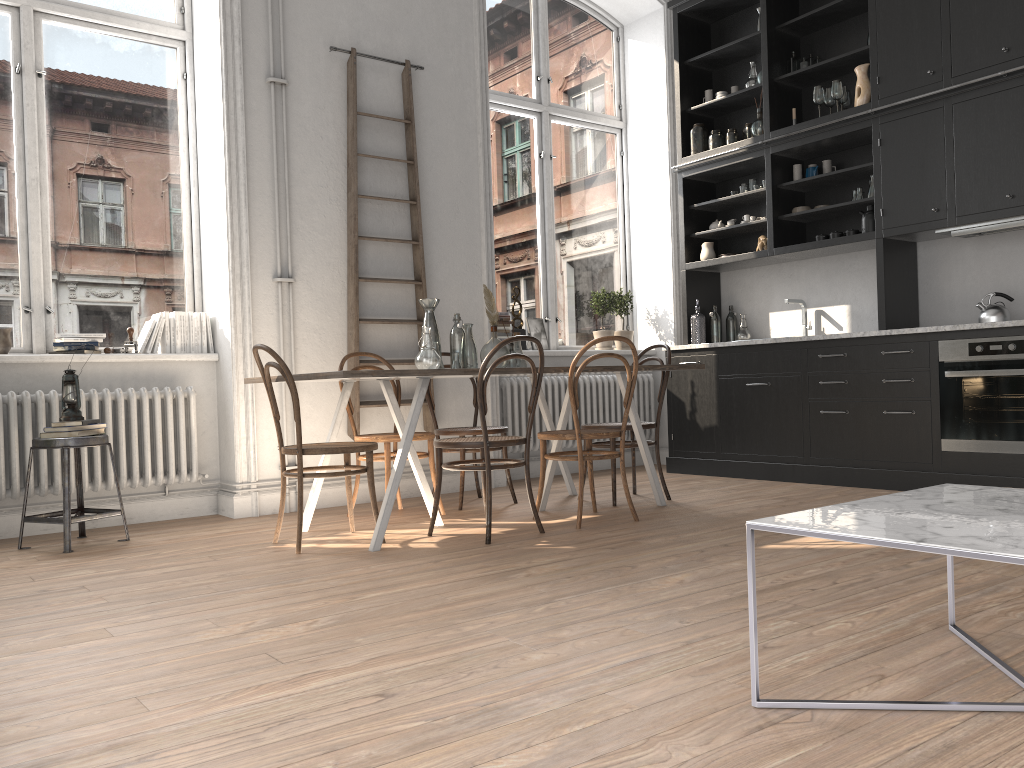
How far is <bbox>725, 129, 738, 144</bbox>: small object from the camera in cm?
652

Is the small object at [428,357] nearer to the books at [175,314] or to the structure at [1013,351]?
the books at [175,314]

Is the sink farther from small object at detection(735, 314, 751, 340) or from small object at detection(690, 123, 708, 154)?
small object at detection(690, 123, 708, 154)

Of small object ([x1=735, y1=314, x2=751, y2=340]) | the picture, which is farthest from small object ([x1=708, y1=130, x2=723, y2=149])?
the picture

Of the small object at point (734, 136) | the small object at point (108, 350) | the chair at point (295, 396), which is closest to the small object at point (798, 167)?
the small object at point (734, 136)

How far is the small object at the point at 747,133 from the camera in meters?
6.5 m

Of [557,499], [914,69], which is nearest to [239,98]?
[557,499]

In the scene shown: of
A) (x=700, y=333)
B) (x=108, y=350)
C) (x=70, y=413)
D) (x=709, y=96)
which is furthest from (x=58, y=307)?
(x=709, y=96)

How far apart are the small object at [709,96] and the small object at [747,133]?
0.44m

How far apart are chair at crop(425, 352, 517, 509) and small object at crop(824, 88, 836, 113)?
3.12m
